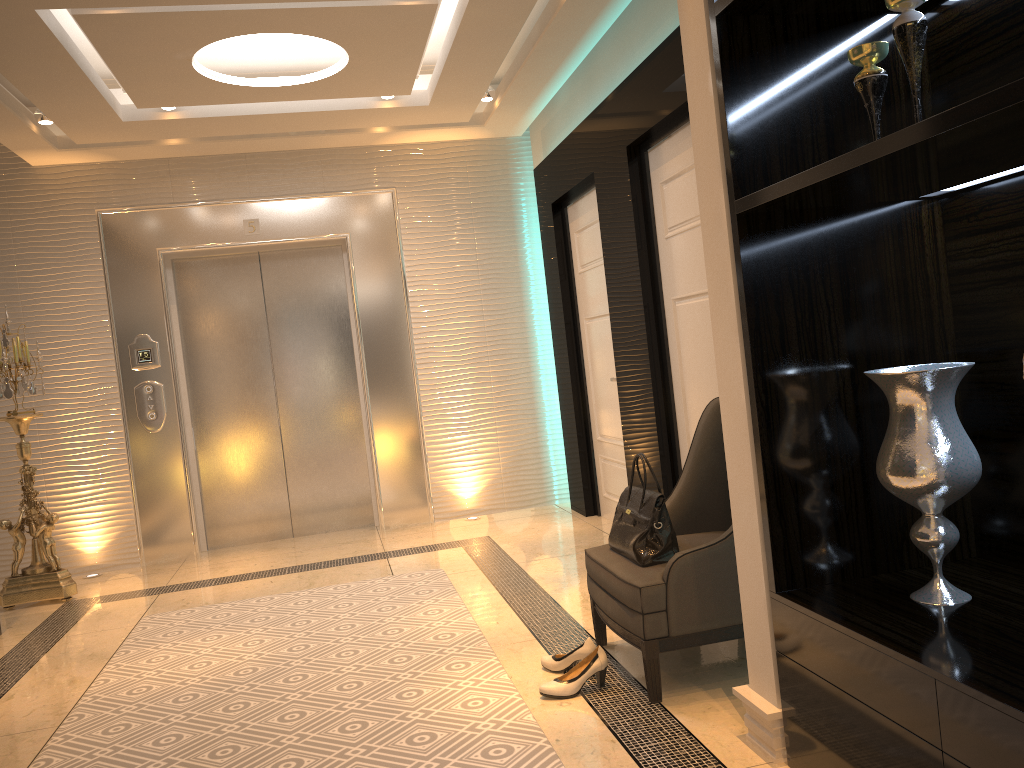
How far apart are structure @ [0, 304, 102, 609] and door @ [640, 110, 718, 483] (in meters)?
3.44

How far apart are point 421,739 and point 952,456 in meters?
1.6

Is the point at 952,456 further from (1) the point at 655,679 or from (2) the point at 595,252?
(2) the point at 595,252

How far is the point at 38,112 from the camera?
4.9 meters

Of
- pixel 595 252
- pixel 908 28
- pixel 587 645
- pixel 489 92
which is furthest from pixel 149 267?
pixel 908 28

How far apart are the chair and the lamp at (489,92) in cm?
290

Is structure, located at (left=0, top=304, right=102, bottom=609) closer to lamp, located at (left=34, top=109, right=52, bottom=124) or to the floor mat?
the floor mat

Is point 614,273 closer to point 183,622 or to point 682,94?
point 682,94

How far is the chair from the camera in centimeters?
268cm

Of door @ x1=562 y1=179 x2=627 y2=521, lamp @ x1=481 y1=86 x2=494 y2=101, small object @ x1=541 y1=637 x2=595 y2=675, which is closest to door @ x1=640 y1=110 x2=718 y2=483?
door @ x1=562 y1=179 x2=627 y2=521
